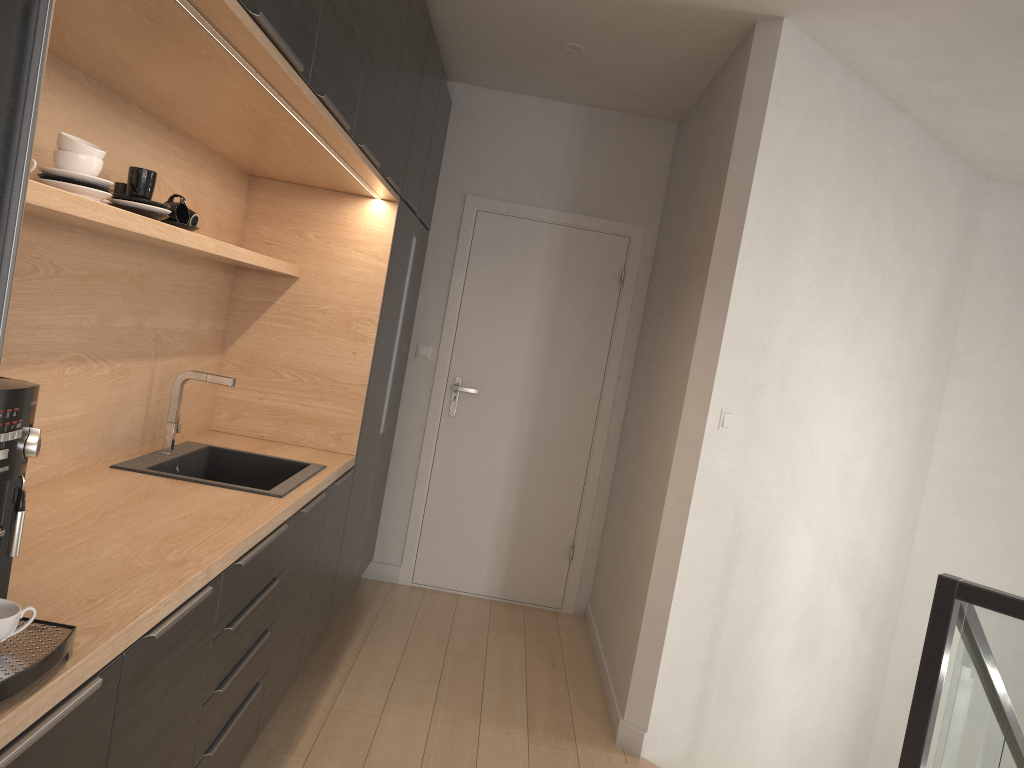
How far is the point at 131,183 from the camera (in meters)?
2.16

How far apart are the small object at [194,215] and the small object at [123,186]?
0.2m

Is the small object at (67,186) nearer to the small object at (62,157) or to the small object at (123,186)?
the small object at (62,157)

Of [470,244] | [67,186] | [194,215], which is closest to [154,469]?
[194,215]

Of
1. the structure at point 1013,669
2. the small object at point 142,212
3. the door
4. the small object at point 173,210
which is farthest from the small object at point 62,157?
the door

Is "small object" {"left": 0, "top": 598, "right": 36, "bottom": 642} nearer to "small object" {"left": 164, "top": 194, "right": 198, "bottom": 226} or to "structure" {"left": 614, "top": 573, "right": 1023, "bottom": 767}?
"small object" {"left": 164, "top": 194, "right": 198, "bottom": 226}

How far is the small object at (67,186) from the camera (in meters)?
1.79

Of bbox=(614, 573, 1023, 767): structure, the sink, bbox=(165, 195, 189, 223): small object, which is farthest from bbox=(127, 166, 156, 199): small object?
bbox=(614, 573, 1023, 767): structure

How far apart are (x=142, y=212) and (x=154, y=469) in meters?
0.9 m

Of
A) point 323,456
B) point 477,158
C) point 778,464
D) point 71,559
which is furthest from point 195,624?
point 477,158
